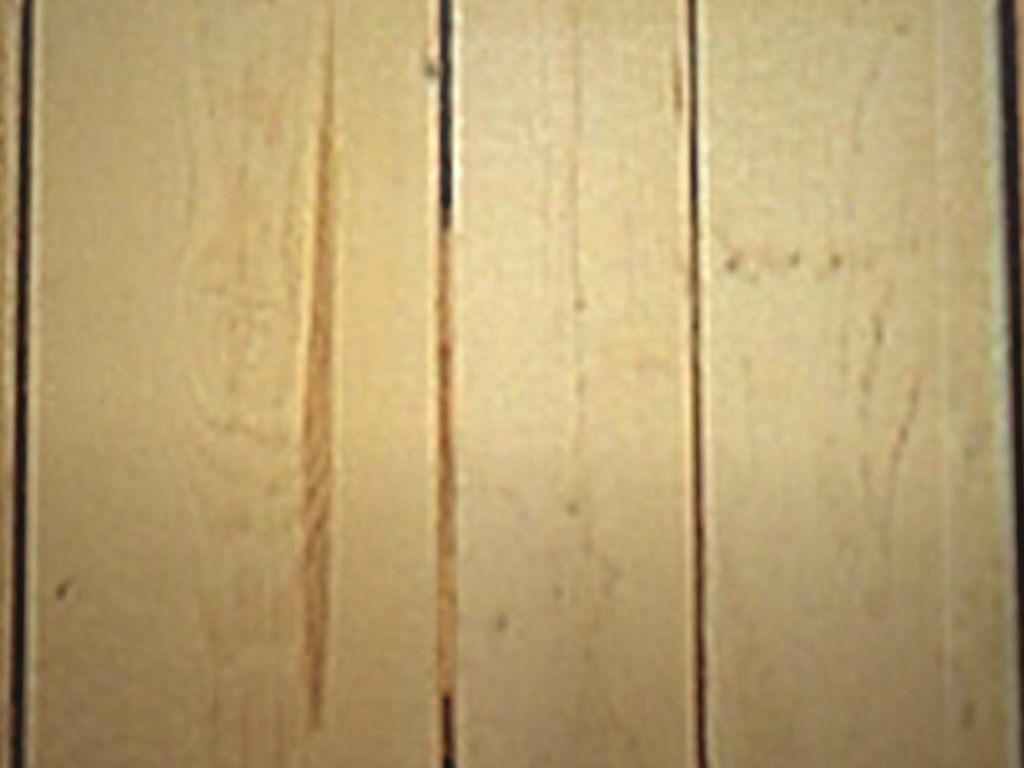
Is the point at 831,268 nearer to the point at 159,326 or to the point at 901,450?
the point at 901,450

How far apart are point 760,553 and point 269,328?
0.2 meters

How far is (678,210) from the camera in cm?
27
